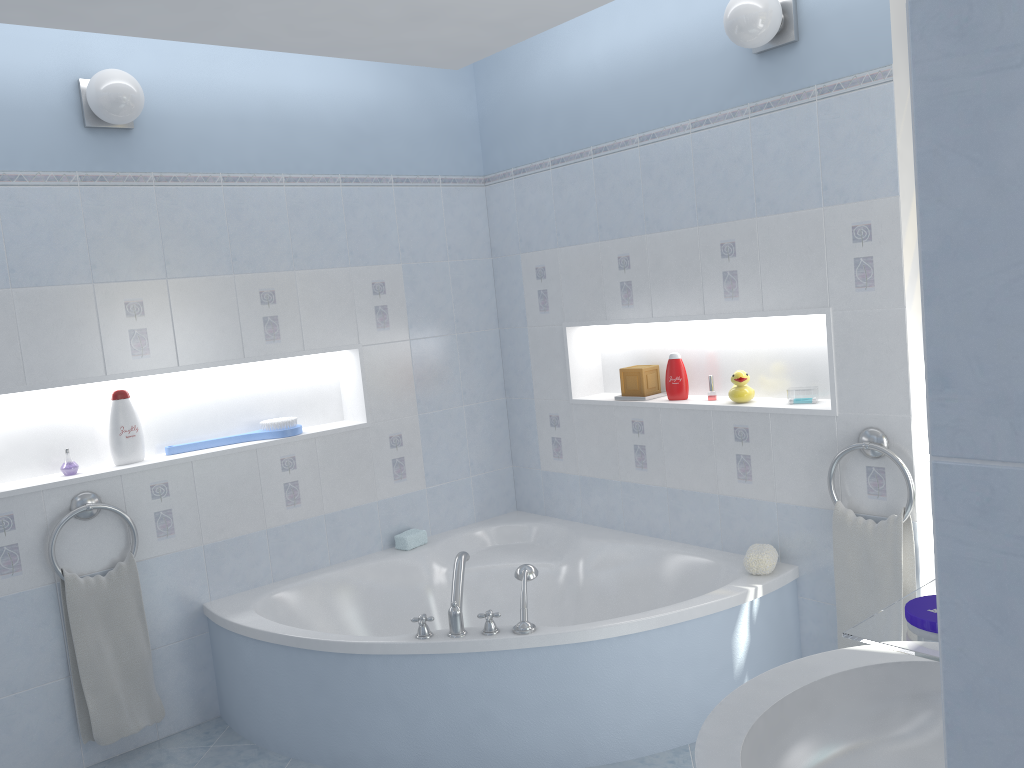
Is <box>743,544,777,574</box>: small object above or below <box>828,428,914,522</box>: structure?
below

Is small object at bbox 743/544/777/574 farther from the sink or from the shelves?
the shelves

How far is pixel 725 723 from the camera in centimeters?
128cm

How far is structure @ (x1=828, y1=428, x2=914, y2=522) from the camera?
2.71m

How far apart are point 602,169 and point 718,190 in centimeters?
58cm

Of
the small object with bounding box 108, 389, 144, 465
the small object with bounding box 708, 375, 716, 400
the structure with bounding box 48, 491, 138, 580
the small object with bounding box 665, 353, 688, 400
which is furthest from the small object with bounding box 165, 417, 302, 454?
the small object with bounding box 708, 375, 716, 400

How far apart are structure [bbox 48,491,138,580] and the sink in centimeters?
244cm

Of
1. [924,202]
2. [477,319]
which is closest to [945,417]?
[924,202]

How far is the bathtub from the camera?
2.7m

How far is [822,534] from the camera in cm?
301
